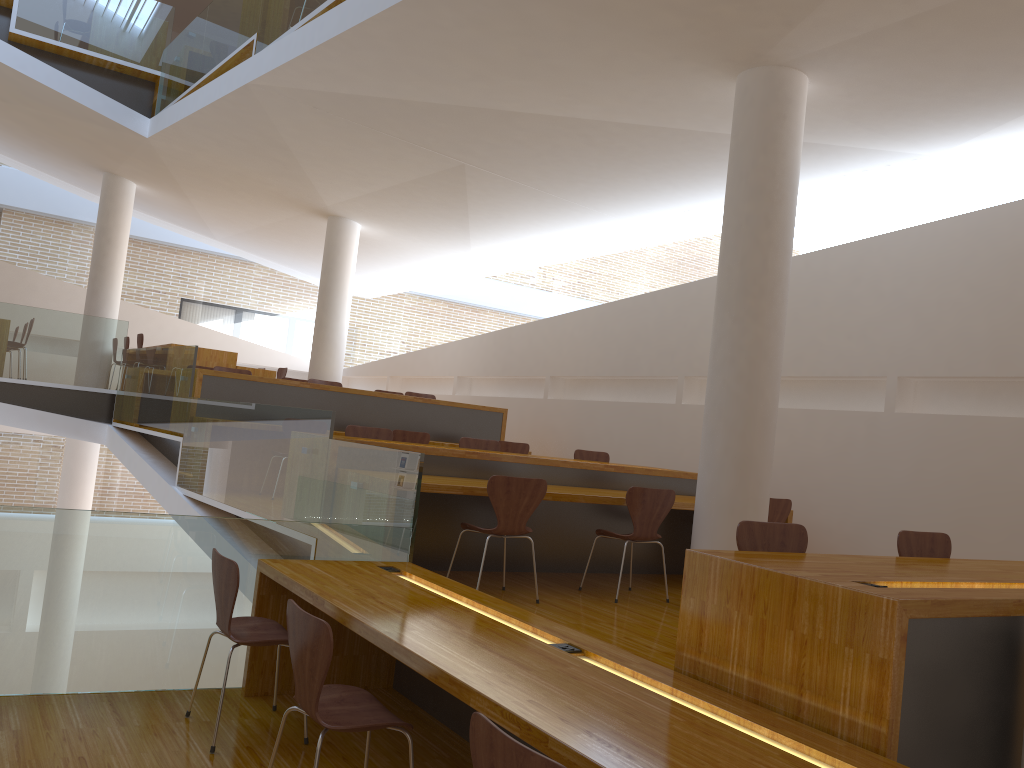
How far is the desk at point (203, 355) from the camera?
10.4 meters

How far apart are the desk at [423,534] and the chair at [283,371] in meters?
6.4 m

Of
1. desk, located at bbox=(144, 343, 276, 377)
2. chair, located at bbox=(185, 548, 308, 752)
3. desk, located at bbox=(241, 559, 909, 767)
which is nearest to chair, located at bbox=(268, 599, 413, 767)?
desk, located at bbox=(241, 559, 909, 767)

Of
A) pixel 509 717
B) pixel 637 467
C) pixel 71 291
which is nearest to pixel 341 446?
pixel 637 467

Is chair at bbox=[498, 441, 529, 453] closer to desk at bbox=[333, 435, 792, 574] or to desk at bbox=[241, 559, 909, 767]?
desk at bbox=[333, 435, 792, 574]

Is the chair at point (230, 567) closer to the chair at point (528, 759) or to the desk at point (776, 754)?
the desk at point (776, 754)

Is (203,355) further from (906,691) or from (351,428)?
(906,691)

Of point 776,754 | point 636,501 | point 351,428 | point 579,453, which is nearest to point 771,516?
point 636,501

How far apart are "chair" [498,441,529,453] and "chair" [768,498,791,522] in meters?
3.1

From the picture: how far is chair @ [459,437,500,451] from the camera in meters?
7.1 m
